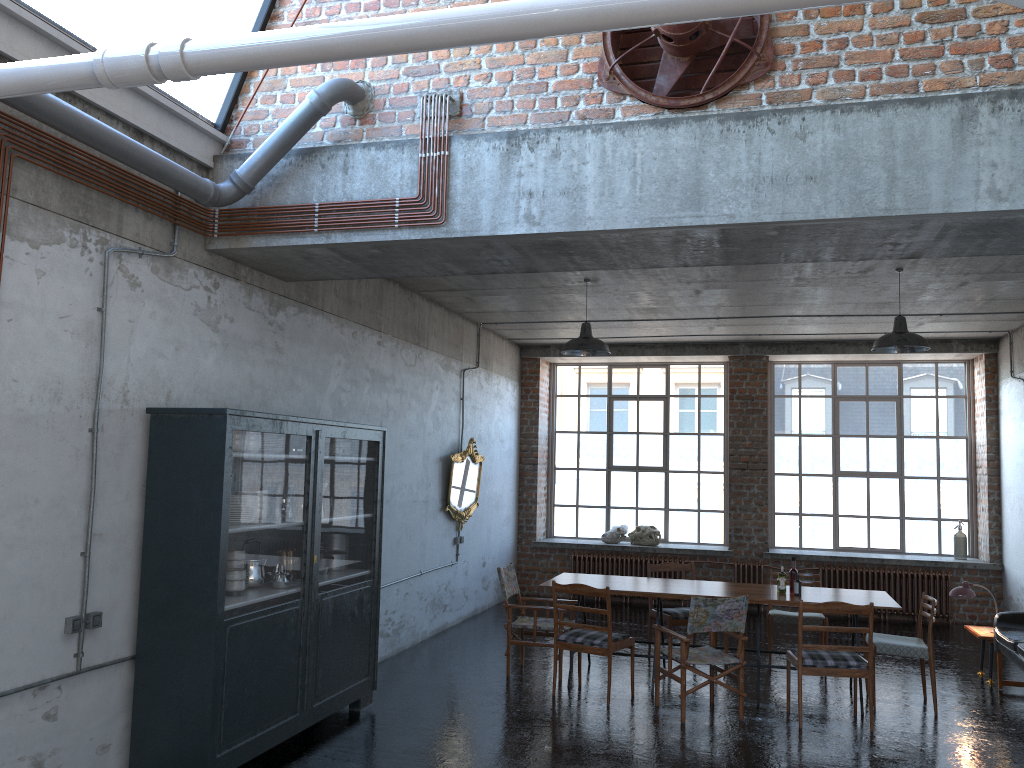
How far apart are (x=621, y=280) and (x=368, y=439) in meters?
3.3

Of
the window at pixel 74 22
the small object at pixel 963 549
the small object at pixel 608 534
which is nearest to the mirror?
the small object at pixel 608 534

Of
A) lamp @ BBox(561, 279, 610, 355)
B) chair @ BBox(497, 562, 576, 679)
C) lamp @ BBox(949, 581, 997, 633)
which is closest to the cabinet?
chair @ BBox(497, 562, 576, 679)

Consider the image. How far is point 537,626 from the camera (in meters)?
8.44

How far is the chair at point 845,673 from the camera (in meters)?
6.96

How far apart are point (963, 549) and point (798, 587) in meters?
5.8

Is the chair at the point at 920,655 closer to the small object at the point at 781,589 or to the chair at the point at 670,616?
the small object at the point at 781,589

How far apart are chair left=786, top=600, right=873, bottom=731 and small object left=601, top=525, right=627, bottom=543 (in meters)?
6.24

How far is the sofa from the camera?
7.67m

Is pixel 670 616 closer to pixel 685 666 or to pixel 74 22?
pixel 685 666
